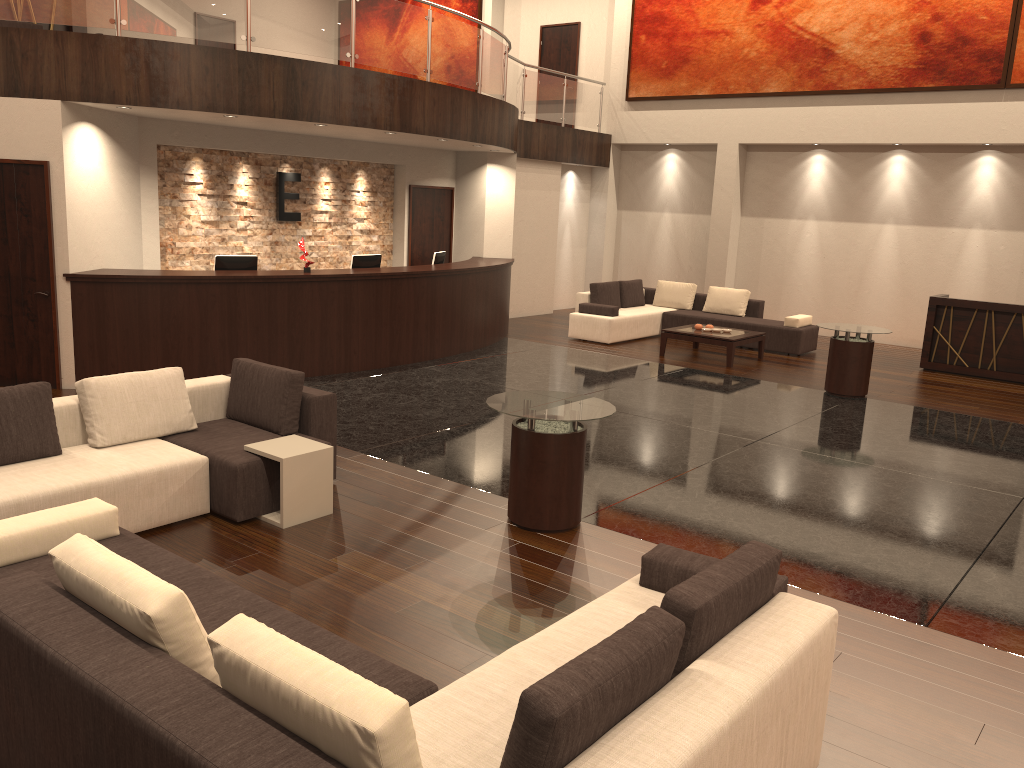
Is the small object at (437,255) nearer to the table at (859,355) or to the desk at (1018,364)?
the table at (859,355)

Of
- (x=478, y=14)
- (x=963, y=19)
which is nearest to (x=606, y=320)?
(x=963, y=19)

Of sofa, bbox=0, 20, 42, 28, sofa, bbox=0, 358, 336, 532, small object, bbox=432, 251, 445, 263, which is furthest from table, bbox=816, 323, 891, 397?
sofa, bbox=0, 20, 42, 28

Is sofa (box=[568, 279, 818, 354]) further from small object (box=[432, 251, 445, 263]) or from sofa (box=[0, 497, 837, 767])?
sofa (box=[0, 497, 837, 767])

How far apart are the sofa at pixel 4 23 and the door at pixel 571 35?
10.0 meters

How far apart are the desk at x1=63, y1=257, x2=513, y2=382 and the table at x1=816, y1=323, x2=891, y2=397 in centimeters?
459cm

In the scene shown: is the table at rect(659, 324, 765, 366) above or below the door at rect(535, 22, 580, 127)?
below

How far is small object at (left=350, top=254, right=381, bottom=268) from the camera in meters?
11.0 m

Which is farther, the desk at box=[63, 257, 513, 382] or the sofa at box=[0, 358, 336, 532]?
the desk at box=[63, 257, 513, 382]

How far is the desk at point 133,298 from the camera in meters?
8.9
